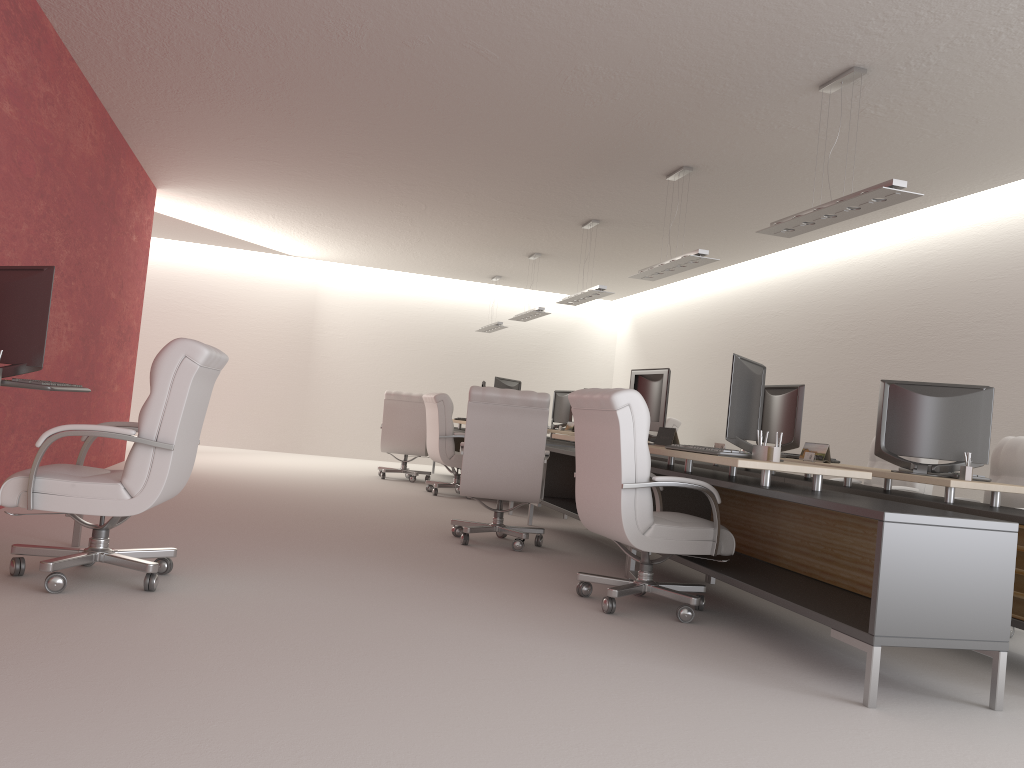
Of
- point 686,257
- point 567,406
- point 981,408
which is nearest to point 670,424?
point 567,406

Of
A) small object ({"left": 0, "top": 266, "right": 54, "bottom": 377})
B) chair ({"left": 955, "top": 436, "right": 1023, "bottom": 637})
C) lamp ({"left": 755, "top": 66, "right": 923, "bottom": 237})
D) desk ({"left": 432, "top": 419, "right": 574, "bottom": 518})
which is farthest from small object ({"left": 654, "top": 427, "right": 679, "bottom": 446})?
desk ({"left": 432, "top": 419, "right": 574, "bottom": 518})

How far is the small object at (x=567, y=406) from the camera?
16.9 meters

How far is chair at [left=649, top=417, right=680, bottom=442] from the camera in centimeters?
1494cm

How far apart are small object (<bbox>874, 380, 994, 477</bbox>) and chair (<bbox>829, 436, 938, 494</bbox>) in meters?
2.3 m

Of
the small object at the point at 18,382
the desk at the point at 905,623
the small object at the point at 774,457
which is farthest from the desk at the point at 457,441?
the small object at the point at 18,382

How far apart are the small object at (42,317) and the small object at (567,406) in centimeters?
1199cm

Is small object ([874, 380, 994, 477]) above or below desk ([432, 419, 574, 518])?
above

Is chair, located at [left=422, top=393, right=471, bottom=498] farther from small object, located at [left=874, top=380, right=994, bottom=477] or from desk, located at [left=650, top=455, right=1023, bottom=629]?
small object, located at [left=874, top=380, right=994, bottom=477]

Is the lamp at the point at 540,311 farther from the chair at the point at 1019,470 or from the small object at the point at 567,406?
the chair at the point at 1019,470
